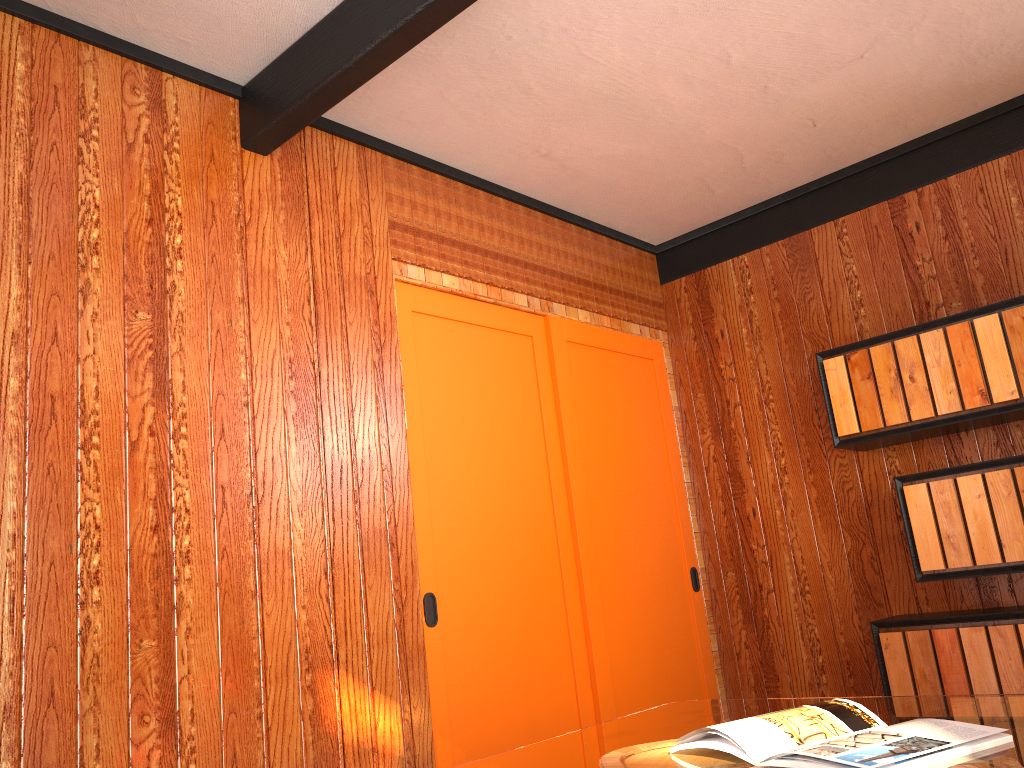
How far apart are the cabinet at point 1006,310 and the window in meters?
0.9

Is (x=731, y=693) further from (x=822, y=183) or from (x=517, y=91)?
(x=517, y=91)

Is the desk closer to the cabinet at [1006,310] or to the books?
the books

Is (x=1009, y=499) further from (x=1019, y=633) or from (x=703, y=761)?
(x=703, y=761)

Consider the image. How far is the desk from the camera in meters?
1.4

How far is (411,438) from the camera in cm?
304

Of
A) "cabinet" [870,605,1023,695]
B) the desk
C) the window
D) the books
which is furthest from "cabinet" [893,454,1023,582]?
the books

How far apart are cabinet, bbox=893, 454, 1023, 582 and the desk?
1.5m

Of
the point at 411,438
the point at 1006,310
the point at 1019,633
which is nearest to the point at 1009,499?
the point at 1019,633

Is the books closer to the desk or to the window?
the desk
